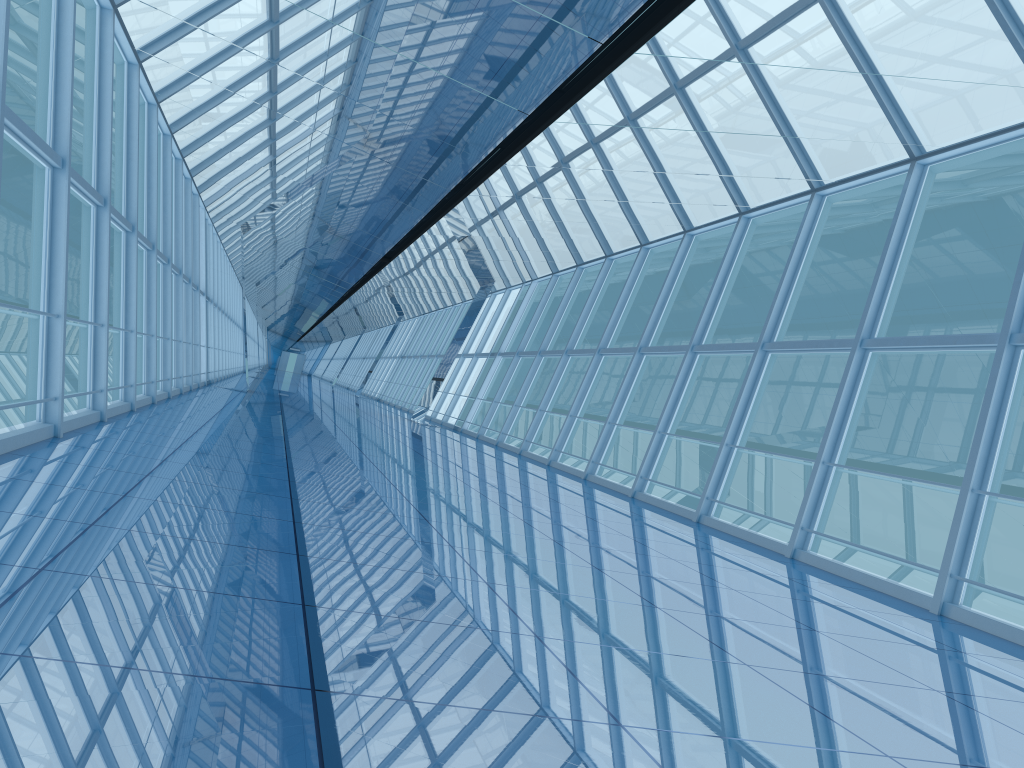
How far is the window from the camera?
8.5m

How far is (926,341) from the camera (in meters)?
8.47

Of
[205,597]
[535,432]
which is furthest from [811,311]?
[205,597]

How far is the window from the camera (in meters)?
8.47
